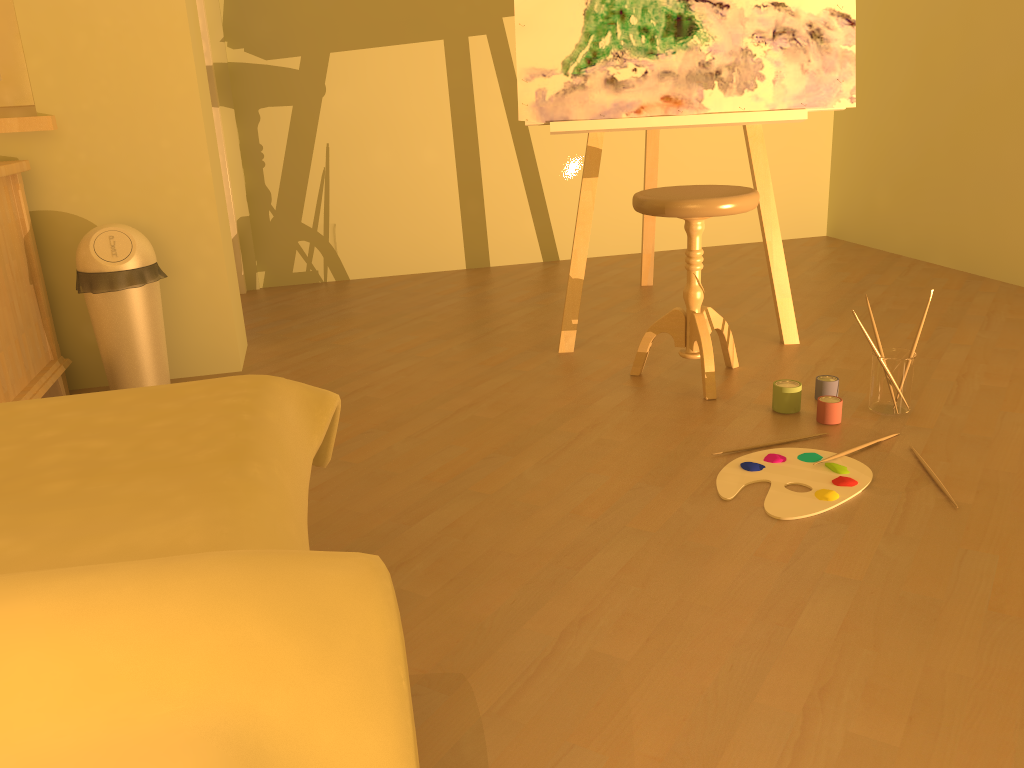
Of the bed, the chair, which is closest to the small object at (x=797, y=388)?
the chair

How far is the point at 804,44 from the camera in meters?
2.7

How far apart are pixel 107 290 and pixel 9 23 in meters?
0.9 m

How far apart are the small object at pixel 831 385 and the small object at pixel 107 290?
1.9 meters

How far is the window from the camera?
2.6 meters

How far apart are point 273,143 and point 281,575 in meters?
3.7 m

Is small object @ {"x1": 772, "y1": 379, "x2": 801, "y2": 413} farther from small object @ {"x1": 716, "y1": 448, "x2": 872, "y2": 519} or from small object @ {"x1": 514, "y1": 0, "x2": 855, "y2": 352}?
small object @ {"x1": 514, "y1": 0, "x2": 855, "y2": 352}

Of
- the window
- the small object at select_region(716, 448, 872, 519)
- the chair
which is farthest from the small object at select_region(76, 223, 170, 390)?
the small object at select_region(716, 448, 872, 519)

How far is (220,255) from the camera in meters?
2.8

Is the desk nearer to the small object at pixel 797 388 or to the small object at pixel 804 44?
the small object at pixel 804 44
